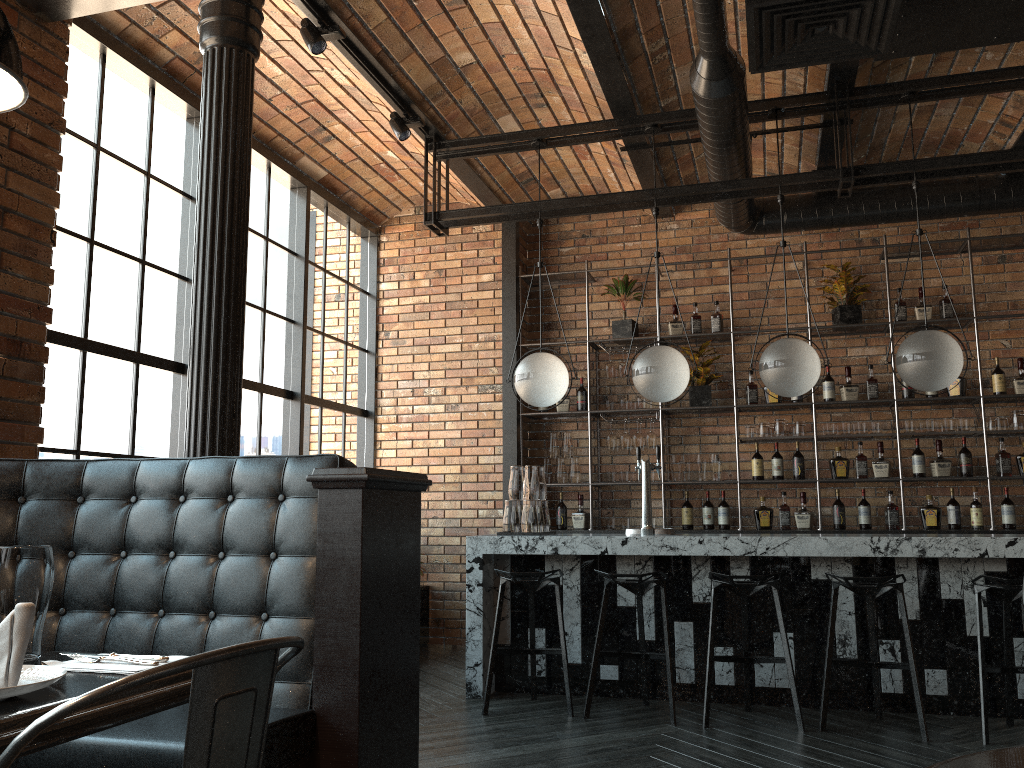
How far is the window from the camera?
4.4 meters

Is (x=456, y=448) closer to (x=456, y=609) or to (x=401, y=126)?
(x=456, y=609)

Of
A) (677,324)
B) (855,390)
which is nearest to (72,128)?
(677,324)

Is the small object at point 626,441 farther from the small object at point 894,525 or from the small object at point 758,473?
the small object at point 894,525

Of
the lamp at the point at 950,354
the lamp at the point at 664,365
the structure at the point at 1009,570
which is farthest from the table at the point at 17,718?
the lamp at the point at 950,354

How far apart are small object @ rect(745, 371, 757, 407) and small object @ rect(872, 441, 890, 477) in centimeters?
95cm

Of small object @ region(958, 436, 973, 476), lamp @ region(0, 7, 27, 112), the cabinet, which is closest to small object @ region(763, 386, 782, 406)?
the cabinet

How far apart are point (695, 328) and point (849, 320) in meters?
1.1

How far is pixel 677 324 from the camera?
7.0 meters

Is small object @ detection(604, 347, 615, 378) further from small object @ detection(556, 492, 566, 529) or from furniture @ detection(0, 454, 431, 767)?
furniture @ detection(0, 454, 431, 767)
